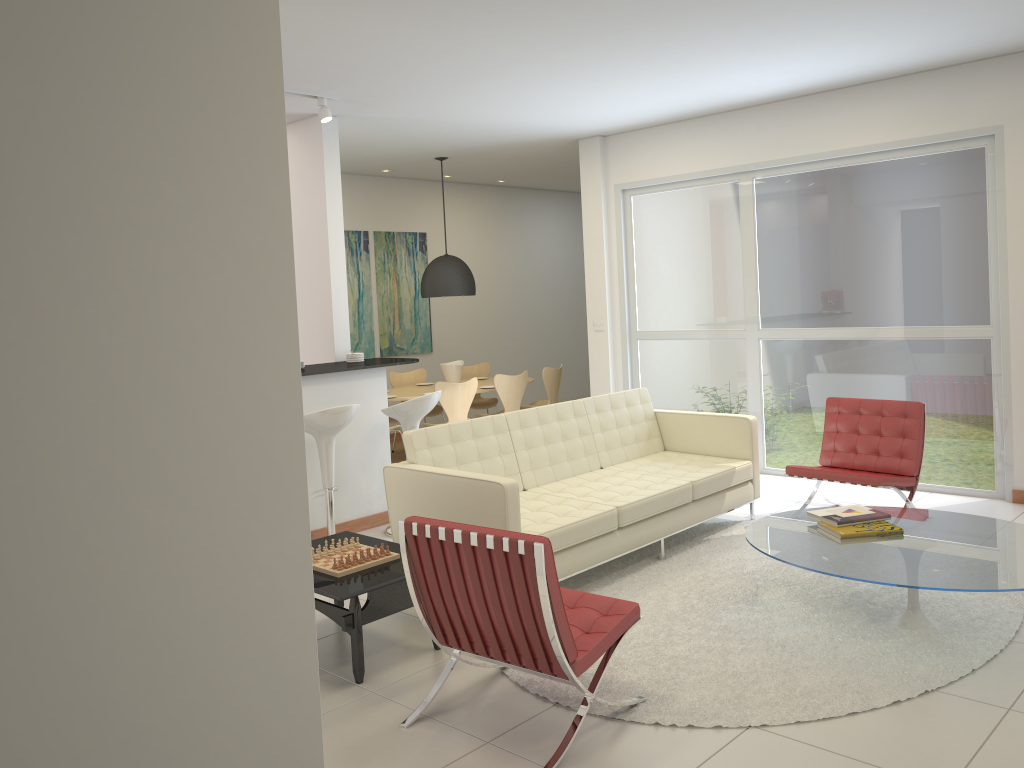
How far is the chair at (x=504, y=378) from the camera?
8.9m

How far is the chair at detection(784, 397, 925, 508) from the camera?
5.92m

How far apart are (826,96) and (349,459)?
4.7 meters

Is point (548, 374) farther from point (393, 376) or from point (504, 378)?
point (393, 376)

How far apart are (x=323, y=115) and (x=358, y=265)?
4.0 meters

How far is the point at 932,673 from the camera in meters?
3.7 m

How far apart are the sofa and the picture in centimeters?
457cm

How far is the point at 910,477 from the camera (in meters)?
5.92

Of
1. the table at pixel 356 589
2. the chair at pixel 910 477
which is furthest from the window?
the table at pixel 356 589

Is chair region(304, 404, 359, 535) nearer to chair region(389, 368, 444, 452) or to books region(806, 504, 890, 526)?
books region(806, 504, 890, 526)
